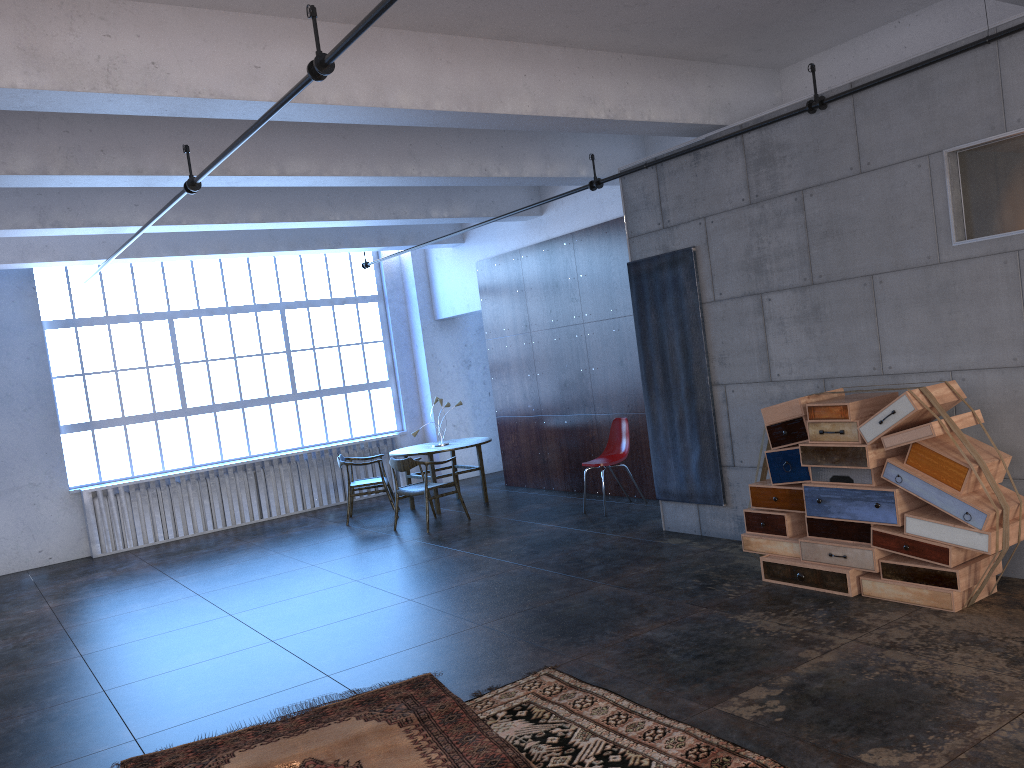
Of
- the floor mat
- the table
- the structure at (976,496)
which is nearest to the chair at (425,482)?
the table

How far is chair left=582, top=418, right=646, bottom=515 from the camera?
9.5 meters

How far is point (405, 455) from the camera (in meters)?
10.85

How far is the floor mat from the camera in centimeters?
407cm

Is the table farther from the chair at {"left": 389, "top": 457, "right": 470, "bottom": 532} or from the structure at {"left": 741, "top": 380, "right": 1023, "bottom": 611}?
the structure at {"left": 741, "top": 380, "right": 1023, "bottom": 611}

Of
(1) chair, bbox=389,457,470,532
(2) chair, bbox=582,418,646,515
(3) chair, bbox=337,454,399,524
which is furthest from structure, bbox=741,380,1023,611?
(3) chair, bbox=337,454,399,524

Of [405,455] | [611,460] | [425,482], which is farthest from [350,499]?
[611,460]

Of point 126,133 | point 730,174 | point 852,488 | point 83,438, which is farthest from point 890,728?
point 83,438

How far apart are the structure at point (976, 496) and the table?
5.0m

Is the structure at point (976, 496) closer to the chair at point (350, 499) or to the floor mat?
the floor mat
